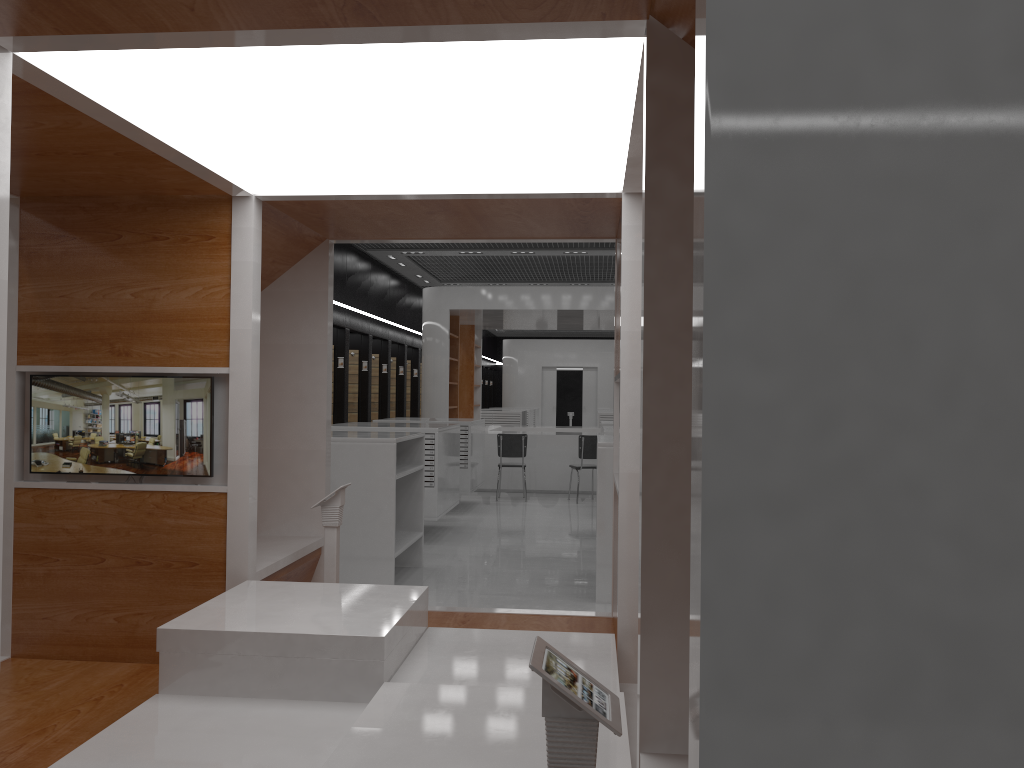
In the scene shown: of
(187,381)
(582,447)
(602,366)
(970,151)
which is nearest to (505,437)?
(582,447)

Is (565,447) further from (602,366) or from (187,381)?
(602,366)

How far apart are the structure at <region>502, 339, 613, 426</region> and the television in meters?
23.4 m

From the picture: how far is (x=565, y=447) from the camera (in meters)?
14.22

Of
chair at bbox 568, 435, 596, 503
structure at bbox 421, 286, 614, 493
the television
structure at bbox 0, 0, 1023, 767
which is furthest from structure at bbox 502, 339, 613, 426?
the television

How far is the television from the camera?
4.19m

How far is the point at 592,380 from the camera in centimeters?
2746cm

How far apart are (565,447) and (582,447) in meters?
1.3

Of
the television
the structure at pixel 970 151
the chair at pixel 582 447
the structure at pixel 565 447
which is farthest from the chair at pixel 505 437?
the television

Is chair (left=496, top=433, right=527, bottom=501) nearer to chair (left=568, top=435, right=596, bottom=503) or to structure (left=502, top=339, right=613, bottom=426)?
chair (left=568, top=435, right=596, bottom=503)
